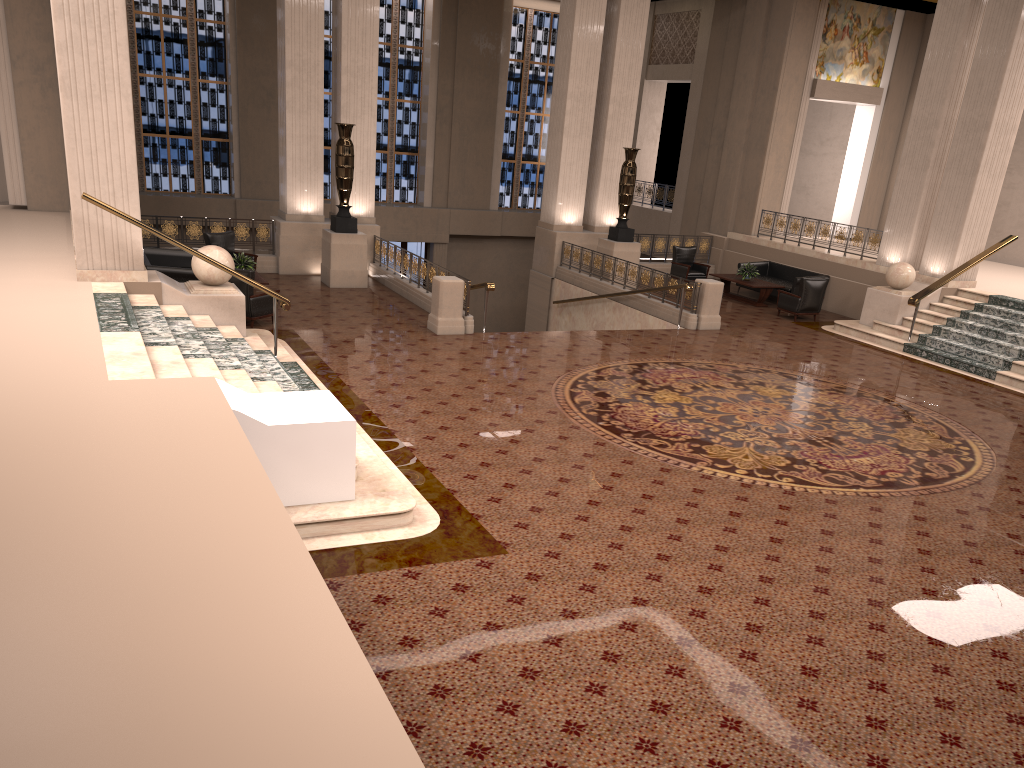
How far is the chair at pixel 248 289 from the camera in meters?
12.5 m

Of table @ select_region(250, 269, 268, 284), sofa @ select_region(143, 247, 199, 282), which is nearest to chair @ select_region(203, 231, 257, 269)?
sofa @ select_region(143, 247, 199, 282)

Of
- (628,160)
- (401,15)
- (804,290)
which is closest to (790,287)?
(804,290)

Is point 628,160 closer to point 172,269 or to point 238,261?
point 238,261

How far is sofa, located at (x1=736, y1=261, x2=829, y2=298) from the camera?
18.4 meters

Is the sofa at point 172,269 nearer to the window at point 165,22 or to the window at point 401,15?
the window at point 165,22

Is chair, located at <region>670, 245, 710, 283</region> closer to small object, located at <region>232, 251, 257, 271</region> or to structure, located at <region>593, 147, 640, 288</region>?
structure, located at <region>593, 147, 640, 288</region>

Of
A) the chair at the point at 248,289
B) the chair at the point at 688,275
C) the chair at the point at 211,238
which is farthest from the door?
the chair at the point at 248,289

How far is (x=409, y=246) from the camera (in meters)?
25.65

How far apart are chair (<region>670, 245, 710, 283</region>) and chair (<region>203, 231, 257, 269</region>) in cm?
973
